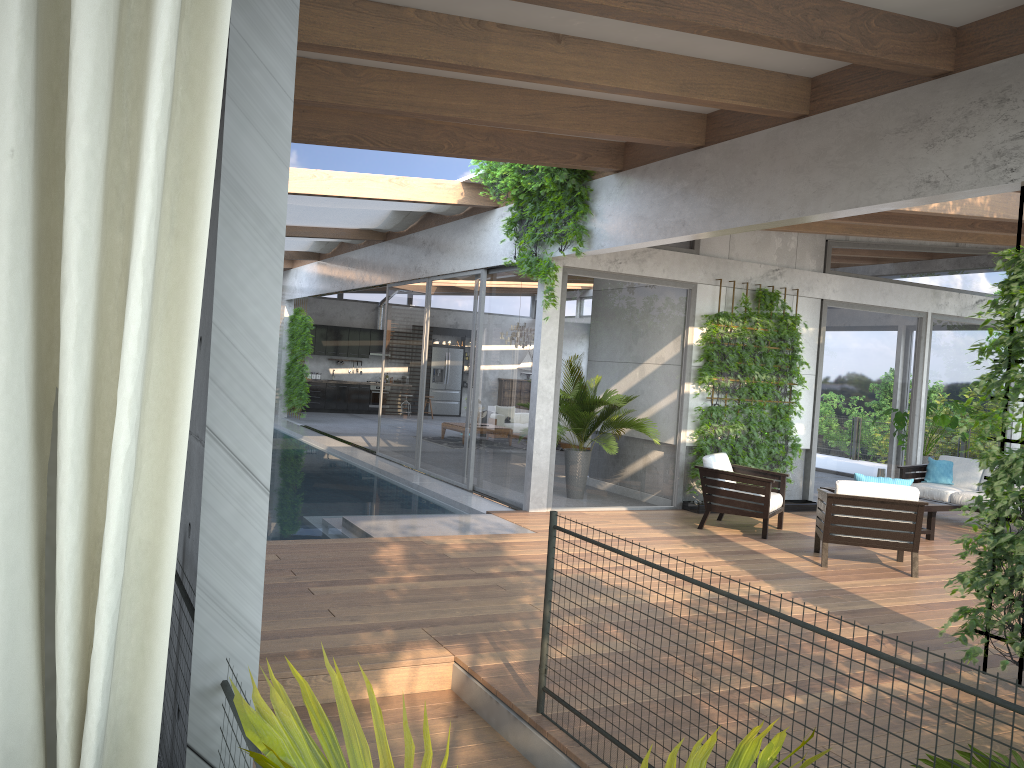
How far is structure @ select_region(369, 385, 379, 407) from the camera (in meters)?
23.80

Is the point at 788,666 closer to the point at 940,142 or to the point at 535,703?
the point at 535,703

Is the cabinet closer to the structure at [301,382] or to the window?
the window

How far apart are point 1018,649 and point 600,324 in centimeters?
578cm

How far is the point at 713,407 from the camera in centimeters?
1028cm

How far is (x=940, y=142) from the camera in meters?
5.2 m

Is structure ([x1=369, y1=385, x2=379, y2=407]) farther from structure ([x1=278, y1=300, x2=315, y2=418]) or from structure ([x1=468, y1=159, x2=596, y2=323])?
structure ([x1=468, y1=159, x2=596, y2=323])

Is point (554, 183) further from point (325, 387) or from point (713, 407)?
point (325, 387)

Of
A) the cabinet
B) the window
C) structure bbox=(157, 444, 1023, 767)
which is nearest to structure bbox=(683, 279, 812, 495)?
the window

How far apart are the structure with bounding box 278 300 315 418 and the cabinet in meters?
2.4 m
